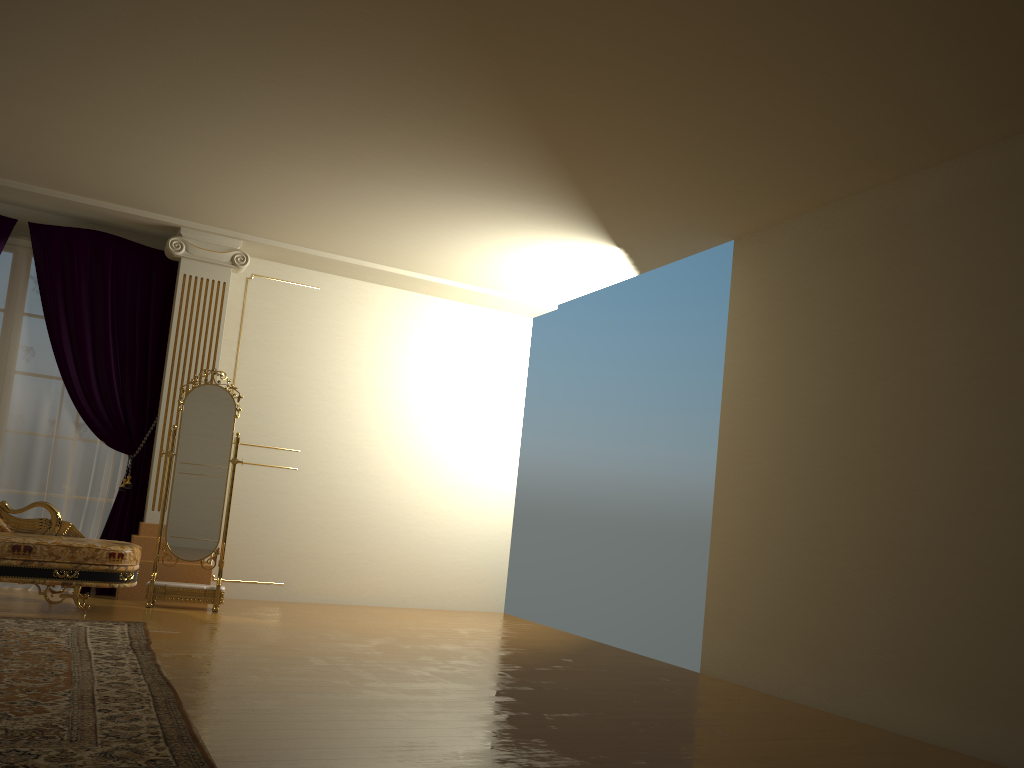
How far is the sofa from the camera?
5.13m

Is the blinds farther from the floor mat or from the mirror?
the floor mat

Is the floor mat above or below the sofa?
below

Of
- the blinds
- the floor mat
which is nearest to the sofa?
the floor mat

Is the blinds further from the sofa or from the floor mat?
the floor mat

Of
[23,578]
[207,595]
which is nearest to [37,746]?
[23,578]

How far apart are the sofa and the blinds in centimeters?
60cm

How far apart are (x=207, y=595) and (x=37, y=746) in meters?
3.6 m

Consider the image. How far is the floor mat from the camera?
2.57m

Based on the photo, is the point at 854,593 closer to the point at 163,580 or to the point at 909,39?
the point at 909,39
